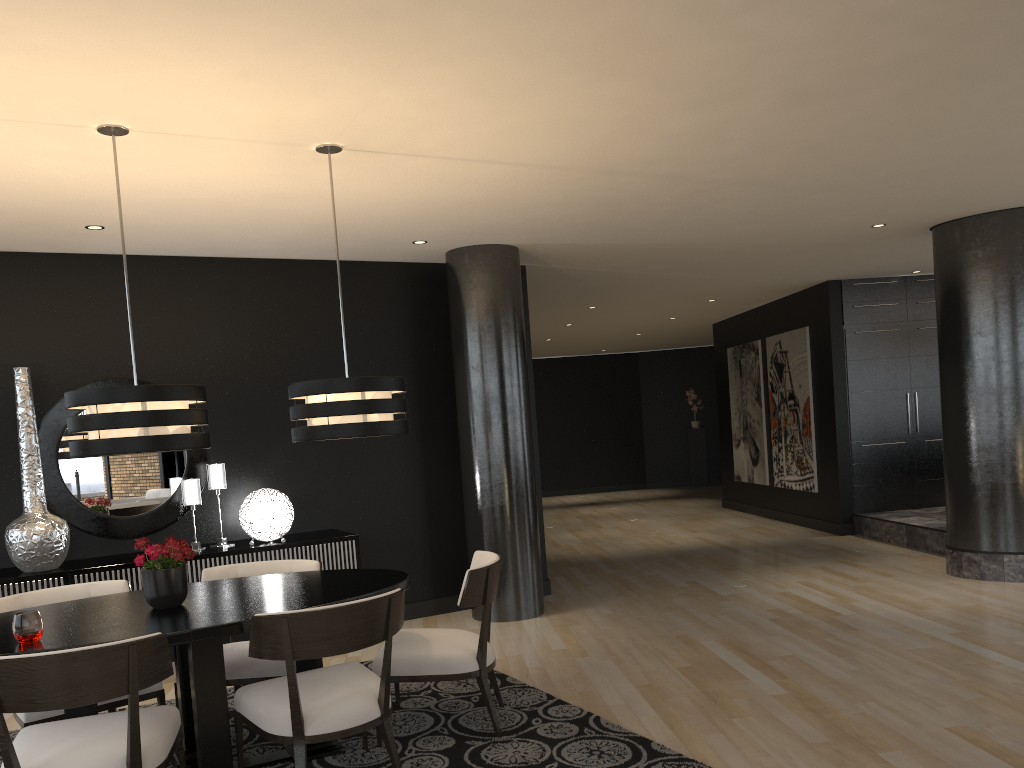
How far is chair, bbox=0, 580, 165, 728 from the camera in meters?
3.6 m

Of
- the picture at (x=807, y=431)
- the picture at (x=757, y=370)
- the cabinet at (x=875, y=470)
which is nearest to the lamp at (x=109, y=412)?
the cabinet at (x=875, y=470)

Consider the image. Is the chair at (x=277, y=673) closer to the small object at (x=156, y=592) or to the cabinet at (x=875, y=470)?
the small object at (x=156, y=592)

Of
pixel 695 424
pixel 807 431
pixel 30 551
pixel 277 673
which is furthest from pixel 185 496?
pixel 695 424

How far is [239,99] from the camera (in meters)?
3.47

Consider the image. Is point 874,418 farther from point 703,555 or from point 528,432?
point 528,432

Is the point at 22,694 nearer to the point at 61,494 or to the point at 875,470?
the point at 61,494

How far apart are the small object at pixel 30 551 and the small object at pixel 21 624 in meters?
2.2

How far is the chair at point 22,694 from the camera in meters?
2.7

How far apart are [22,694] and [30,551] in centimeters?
263cm
